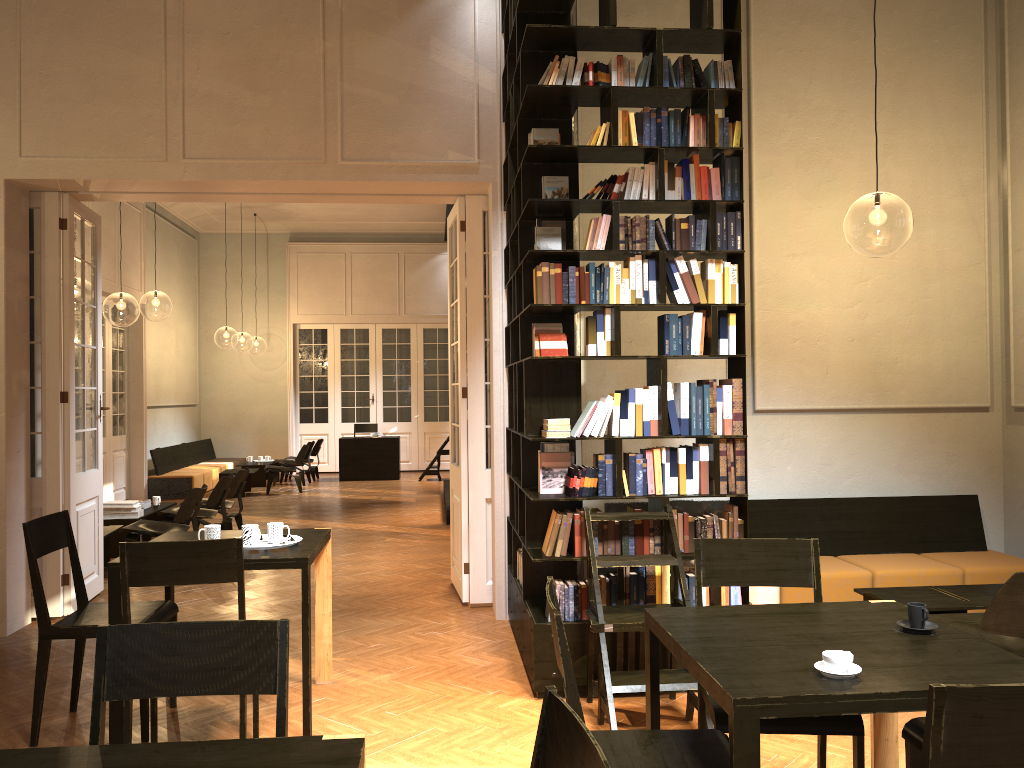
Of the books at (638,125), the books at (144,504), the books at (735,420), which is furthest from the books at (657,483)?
the books at (144,504)

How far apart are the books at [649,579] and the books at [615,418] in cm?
78

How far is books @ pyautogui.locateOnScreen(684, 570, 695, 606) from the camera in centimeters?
493cm

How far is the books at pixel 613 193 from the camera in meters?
4.9

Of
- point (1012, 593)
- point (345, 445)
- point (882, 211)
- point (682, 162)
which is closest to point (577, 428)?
point (682, 162)

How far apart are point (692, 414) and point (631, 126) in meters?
1.6

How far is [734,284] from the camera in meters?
5.0

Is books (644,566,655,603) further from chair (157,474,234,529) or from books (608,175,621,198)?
chair (157,474,234,529)

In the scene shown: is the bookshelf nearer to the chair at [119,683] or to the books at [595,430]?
the books at [595,430]

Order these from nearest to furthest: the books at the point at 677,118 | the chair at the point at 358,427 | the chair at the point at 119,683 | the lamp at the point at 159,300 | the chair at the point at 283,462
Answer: the chair at the point at 119,683, the books at the point at 677,118, the lamp at the point at 159,300, the chair at the point at 283,462, the chair at the point at 358,427
